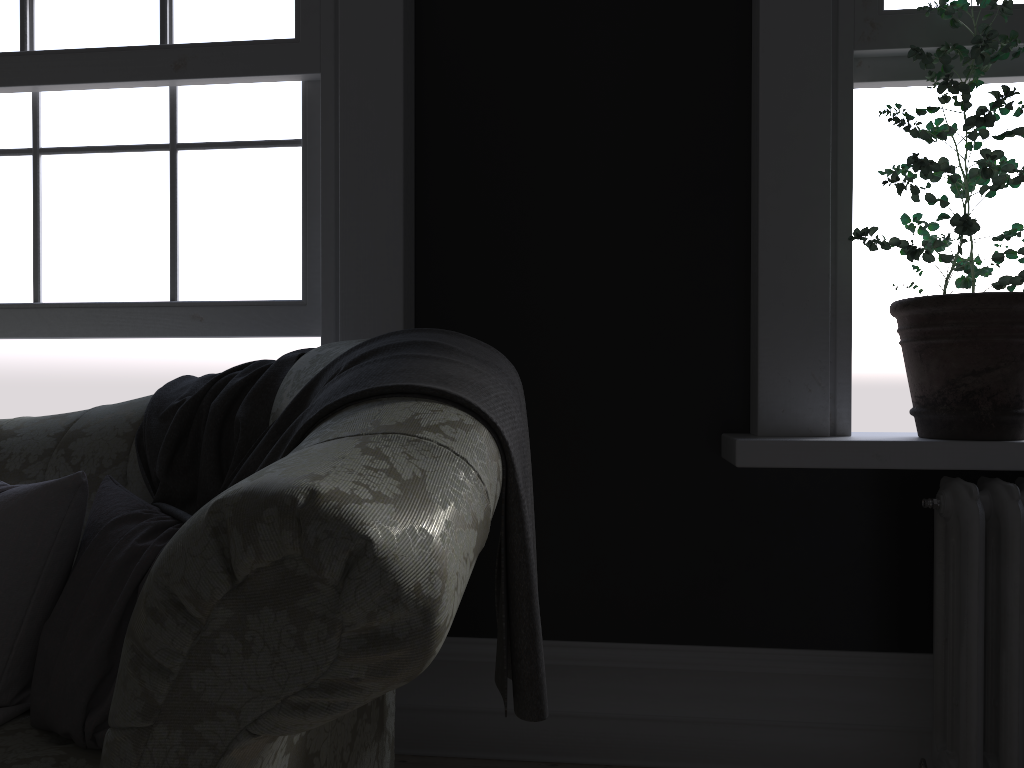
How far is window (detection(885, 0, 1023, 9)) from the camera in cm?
229

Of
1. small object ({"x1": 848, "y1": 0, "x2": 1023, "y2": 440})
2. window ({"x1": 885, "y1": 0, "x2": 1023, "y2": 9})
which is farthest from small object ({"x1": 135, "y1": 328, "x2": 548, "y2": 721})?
window ({"x1": 885, "y1": 0, "x2": 1023, "y2": 9})

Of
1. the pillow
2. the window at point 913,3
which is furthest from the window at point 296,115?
the window at point 913,3

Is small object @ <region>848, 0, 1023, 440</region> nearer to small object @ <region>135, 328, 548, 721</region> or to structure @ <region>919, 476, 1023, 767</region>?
structure @ <region>919, 476, 1023, 767</region>

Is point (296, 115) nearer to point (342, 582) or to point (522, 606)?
point (522, 606)

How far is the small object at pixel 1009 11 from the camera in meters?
2.0 m

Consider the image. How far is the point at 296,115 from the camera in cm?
254

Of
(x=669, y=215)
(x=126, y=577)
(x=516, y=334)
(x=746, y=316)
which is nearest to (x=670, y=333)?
(x=746, y=316)

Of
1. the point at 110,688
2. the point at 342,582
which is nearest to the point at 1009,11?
the point at 342,582

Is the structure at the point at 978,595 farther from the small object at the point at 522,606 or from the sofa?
the sofa
